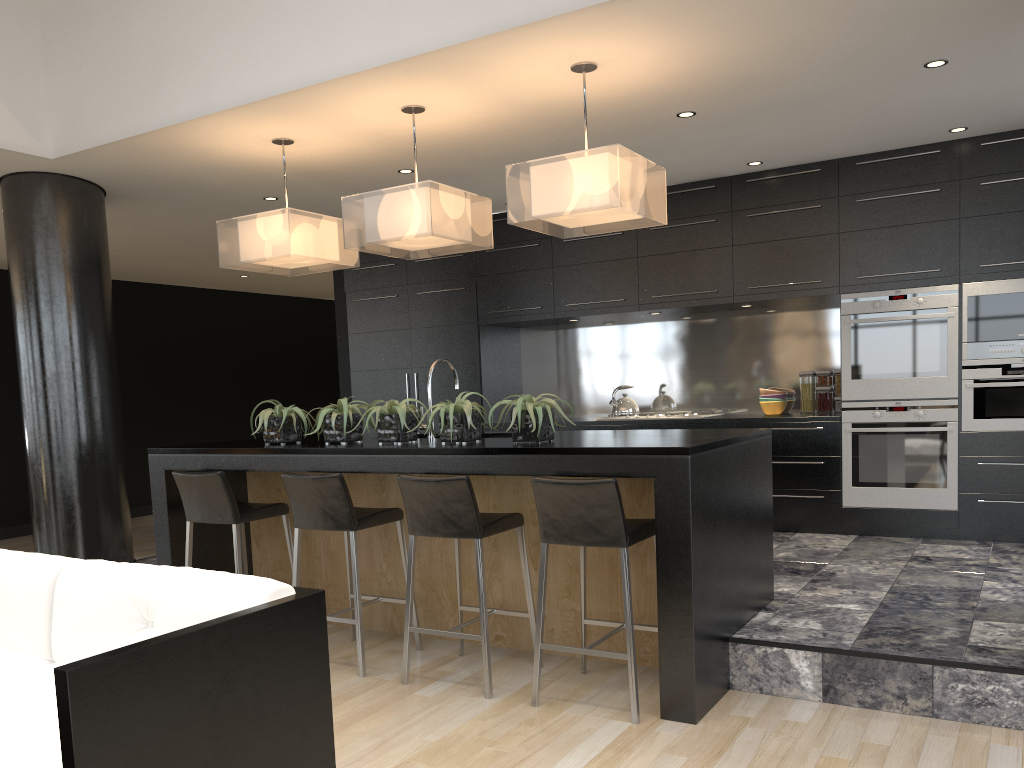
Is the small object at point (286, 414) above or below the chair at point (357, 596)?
above

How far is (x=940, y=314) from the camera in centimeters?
564cm

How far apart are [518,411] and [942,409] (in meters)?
3.28

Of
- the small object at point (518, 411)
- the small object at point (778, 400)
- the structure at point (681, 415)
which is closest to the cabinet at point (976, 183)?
the small object at point (778, 400)

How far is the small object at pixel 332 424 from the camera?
4.5 meters

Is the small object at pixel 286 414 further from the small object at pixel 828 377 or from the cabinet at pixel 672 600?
the small object at pixel 828 377

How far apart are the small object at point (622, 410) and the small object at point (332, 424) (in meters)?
2.81

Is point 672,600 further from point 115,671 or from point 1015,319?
point 1015,319

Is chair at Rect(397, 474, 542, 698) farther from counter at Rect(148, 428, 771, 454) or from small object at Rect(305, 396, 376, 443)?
small object at Rect(305, 396, 376, 443)

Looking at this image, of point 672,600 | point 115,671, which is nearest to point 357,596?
point 672,600
